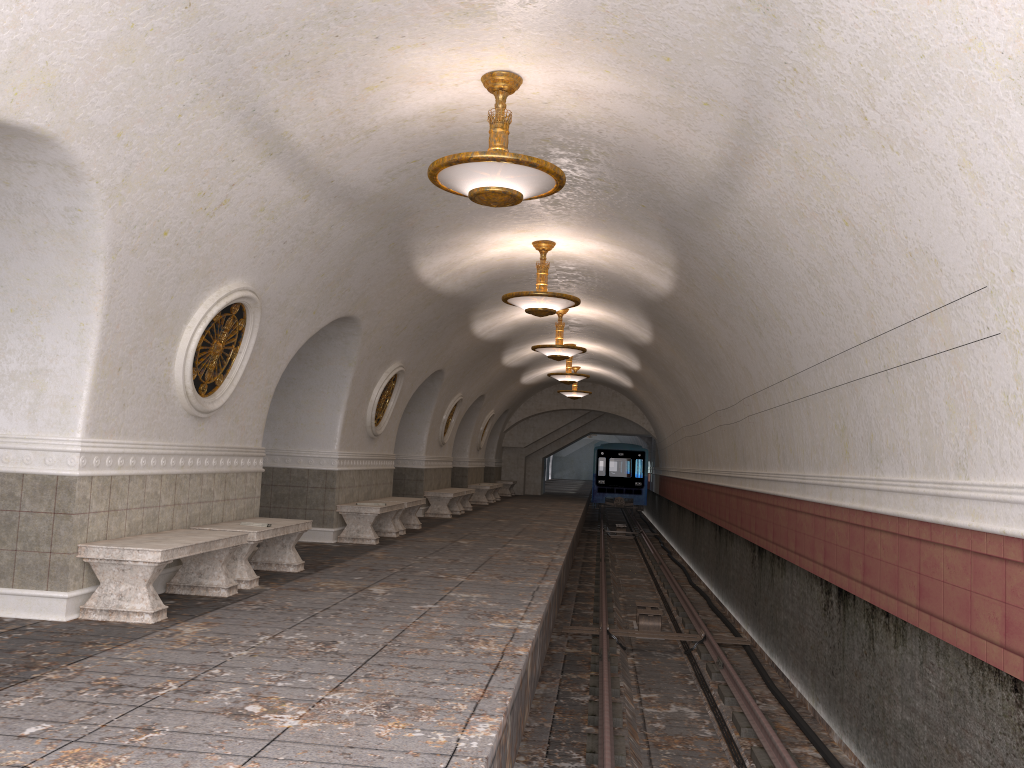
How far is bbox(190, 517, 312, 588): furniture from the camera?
7.7m

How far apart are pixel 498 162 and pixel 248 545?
4.0m

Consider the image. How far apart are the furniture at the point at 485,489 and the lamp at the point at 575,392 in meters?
3.5 m

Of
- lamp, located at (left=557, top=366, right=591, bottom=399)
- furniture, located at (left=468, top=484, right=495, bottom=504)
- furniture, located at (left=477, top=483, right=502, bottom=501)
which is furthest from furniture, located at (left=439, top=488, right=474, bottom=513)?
furniture, located at (left=477, top=483, right=502, bottom=501)

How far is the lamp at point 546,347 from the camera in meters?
15.7

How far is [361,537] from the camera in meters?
12.0 m

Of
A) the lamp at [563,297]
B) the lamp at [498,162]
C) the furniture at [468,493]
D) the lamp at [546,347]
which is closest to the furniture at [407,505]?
the lamp at [546,347]

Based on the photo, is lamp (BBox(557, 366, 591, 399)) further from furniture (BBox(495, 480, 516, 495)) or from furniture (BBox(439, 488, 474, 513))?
furniture (BBox(495, 480, 516, 495))

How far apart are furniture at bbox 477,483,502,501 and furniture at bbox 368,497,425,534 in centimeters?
1192cm

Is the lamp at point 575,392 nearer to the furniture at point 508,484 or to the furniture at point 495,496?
the furniture at point 495,496
